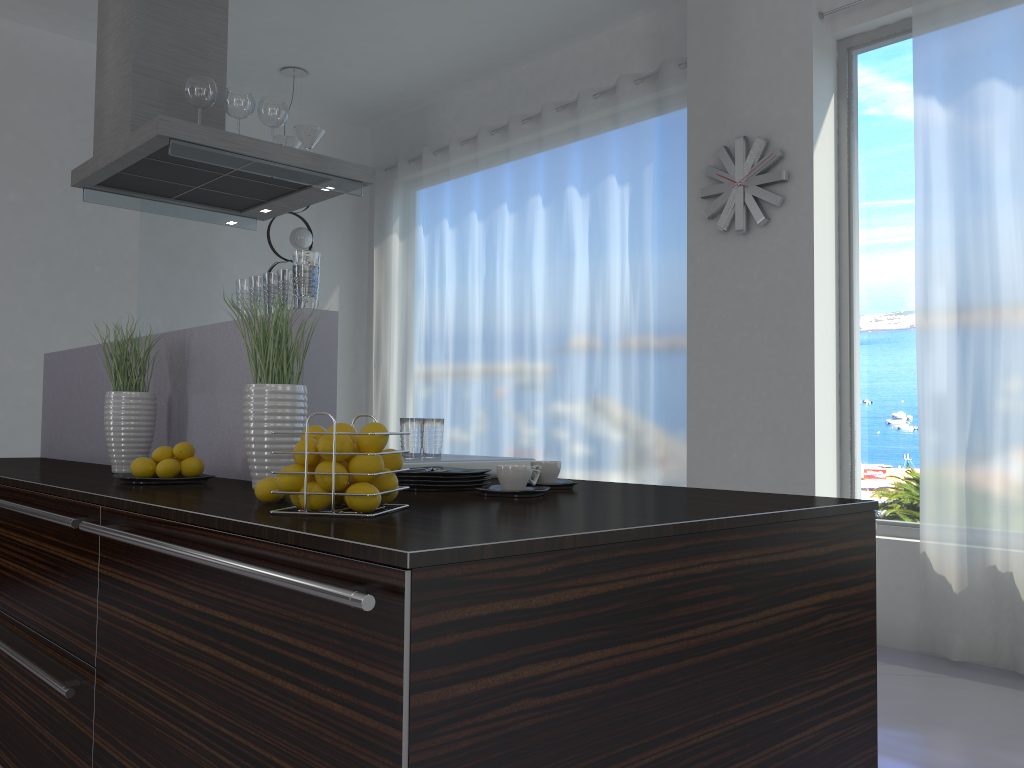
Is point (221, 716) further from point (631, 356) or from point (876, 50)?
point (876, 50)

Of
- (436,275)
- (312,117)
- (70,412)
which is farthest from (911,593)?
(312,117)

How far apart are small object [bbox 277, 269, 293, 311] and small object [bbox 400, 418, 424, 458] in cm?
49

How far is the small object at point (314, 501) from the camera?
Result: 1.51m

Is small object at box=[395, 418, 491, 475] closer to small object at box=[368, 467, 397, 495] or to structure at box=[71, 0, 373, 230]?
small object at box=[368, 467, 397, 495]

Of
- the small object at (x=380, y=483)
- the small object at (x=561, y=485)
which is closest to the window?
the small object at (x=561, y=485)

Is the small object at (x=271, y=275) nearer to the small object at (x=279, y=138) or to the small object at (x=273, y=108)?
the small object at (x=273, y=108)

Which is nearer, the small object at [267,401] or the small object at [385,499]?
the small object at [385,499]

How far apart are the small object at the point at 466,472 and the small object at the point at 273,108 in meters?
1.6 m

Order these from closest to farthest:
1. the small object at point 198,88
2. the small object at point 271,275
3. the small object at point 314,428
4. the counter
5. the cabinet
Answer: the cabinet, the counter, the small object at point 314,428, the small object at point 271,275, the small object at point 198,88
